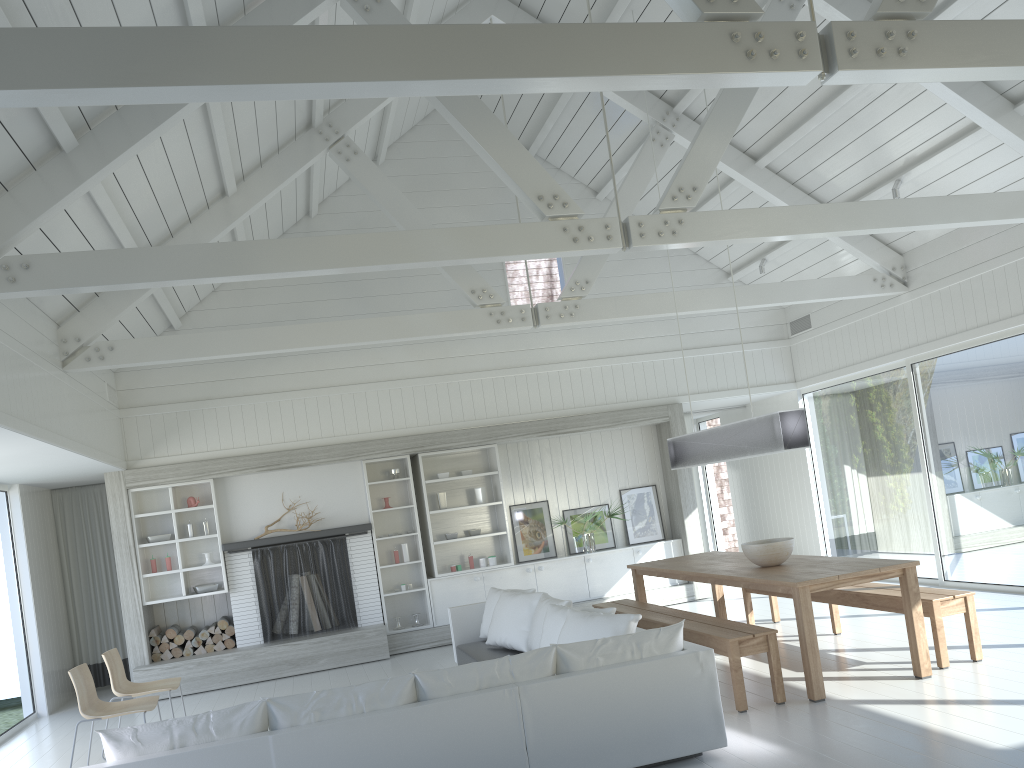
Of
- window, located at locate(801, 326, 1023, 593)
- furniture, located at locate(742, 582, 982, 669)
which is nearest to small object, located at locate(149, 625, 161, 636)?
furniture, located at locate(742, 582, 982, 669)

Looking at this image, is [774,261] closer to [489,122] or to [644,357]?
[644,357]

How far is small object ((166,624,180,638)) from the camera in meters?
9.3 m

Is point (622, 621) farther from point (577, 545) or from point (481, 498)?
point (577, 545)

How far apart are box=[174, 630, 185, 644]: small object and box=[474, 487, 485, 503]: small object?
3.5m

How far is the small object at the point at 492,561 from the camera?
10.2m

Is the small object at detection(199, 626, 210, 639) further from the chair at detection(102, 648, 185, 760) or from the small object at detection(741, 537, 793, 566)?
the small object at detection(741, 537, 793, 566)

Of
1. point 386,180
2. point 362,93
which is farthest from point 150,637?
point 362,93

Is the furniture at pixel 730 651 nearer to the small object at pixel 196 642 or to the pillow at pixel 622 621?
the pillow at pixel 622 621

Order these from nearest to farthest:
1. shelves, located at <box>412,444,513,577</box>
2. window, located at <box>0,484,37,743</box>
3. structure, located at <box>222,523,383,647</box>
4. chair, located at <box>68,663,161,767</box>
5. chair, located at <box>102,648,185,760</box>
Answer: chair, located at <box>68,663,161,767</box>
chair, located at <box>102,648,185,760</box>
window, located at <box>0,484,37,743</box>
structure, located at <box>222,523,383,647</box>
shelves, located at <box>412,444,513,577</box>
